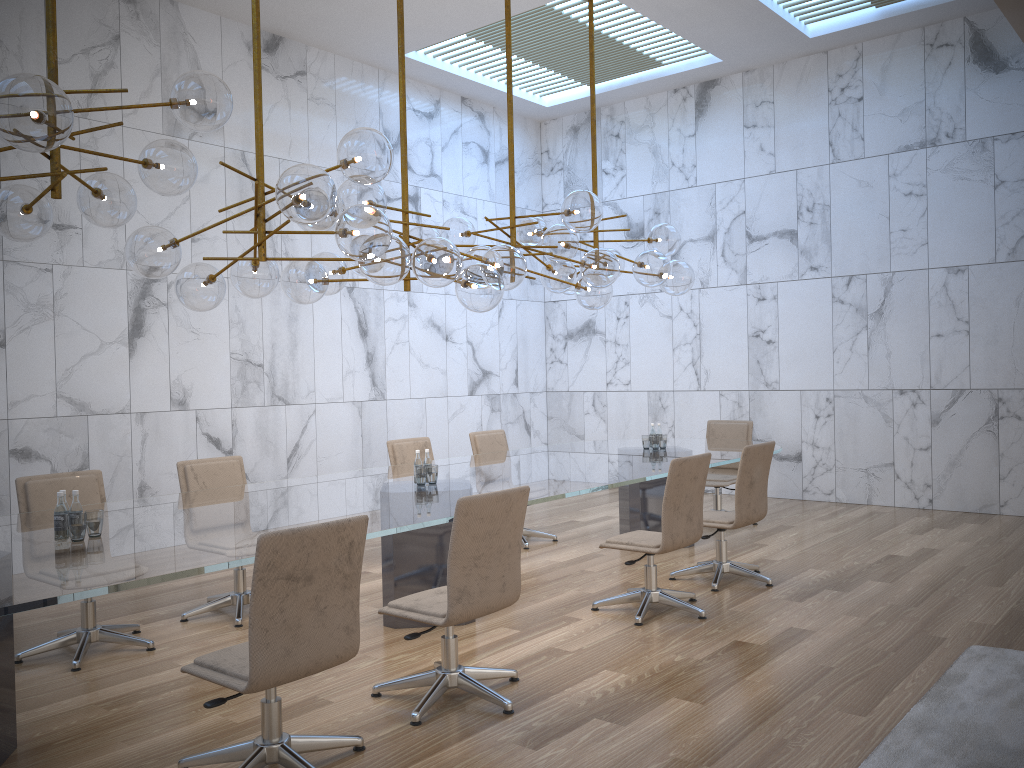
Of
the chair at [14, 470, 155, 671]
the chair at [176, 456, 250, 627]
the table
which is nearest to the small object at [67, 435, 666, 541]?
the table

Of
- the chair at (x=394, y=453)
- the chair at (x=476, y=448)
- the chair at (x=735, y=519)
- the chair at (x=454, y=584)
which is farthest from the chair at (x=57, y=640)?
the chair at (x=735, y=519)

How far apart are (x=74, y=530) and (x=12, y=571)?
0.6 meters

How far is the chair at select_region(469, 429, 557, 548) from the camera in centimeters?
800cm

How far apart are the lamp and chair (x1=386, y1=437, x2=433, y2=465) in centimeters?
168cm

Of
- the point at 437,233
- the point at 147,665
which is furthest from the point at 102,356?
the point at 147,665

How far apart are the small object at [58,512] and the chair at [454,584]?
1.34m

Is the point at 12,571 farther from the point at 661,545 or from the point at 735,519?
the point at 735,519

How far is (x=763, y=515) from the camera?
6.3m

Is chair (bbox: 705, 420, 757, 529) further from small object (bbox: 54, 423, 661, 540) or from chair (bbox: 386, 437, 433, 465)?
small object (bbox: 54, 423, 661, 540)
